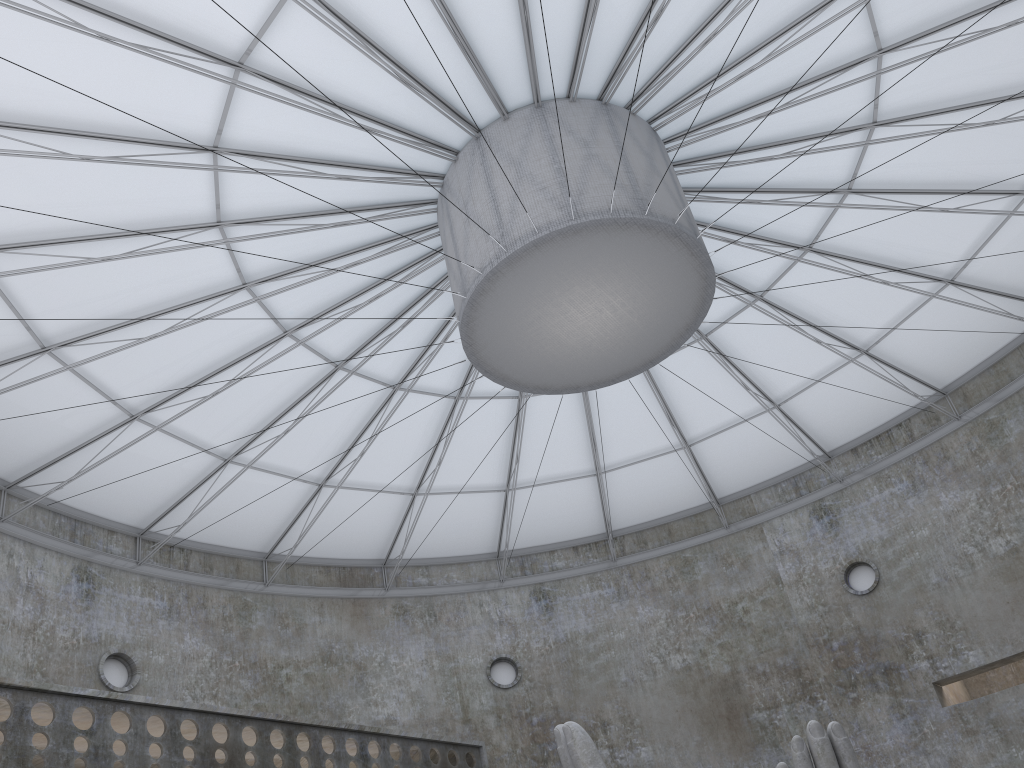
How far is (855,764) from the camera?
14.9m

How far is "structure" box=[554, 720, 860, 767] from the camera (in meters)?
14.86

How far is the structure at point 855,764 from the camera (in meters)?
14.86
